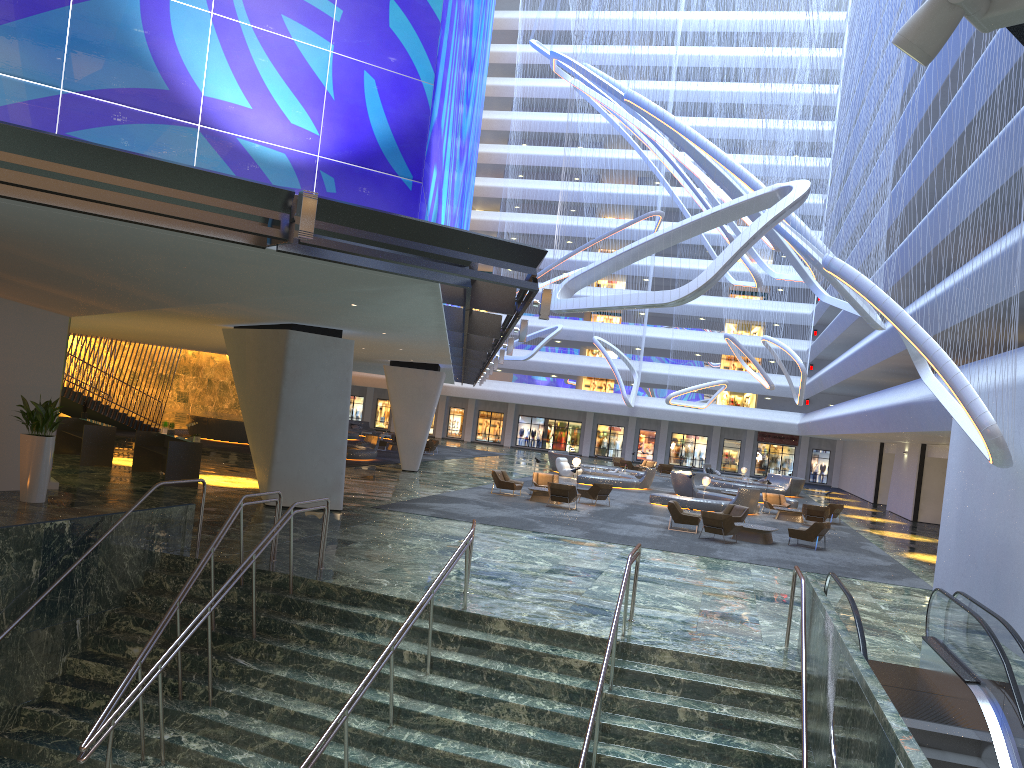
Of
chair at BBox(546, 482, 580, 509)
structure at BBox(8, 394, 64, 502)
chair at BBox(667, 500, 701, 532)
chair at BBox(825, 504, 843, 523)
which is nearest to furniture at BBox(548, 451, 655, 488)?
chair at BBox(825, 504, 843, 523)

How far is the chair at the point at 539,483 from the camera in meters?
30.4

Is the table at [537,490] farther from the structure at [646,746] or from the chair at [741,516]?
the structure at [646,746]

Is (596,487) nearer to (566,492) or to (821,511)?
(566,492)

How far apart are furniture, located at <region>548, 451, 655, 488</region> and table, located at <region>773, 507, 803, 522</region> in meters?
7.9

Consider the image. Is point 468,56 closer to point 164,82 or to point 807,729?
point 164,82

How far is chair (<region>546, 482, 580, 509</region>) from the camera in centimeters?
2644cm

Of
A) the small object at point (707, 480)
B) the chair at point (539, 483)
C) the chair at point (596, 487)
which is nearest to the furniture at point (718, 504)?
the small object at point (707, 480)

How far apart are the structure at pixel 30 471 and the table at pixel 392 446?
30.1 meters

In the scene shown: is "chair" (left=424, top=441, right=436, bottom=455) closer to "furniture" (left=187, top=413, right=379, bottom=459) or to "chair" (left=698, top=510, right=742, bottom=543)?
"furniture" (left=187, top=413, right=379, bottom=459)
